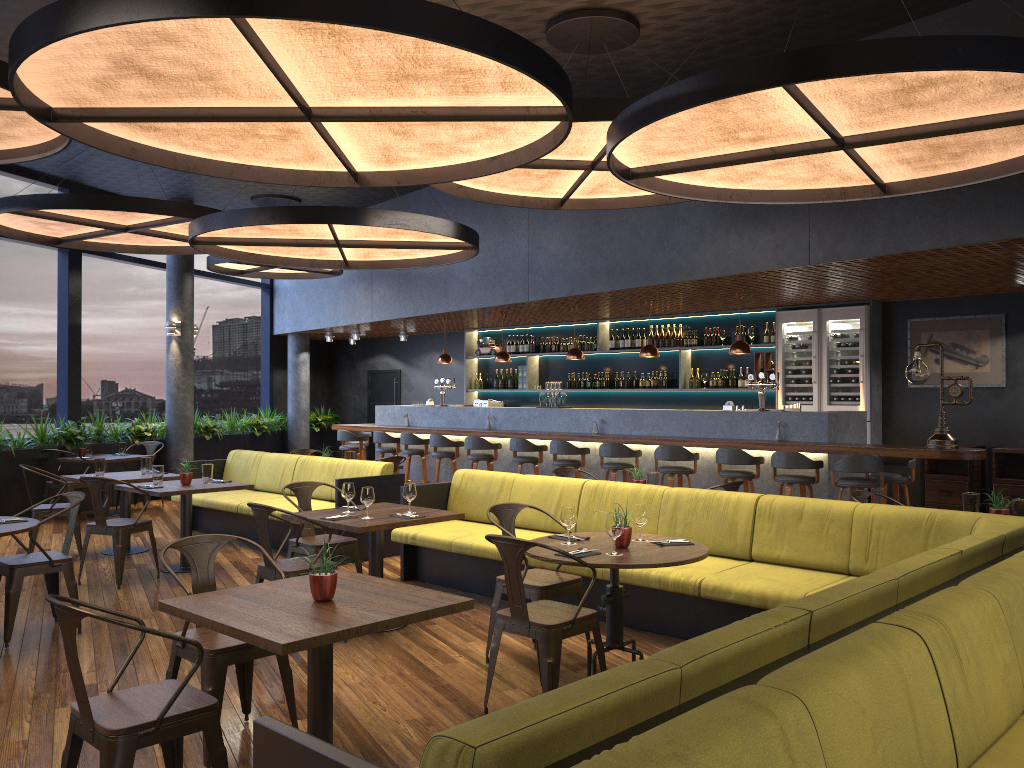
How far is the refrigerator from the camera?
10.5m

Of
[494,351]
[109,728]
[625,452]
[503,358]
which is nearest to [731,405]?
[625,452]

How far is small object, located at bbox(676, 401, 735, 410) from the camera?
9.9m

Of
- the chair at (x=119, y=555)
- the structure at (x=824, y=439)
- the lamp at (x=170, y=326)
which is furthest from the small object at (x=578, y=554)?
the lamp at (x=170, y=326)

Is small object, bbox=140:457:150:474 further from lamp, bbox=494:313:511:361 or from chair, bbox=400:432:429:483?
lamp, bbox=494:313:511:361

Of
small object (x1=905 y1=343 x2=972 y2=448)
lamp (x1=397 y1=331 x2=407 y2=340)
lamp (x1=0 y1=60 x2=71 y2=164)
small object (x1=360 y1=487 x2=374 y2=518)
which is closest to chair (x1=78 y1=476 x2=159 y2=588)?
lamp (x1=0 y1=60 x2=71 y2=164)

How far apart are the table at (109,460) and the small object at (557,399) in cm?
567

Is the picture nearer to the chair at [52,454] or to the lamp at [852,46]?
the lamp at [852,46]

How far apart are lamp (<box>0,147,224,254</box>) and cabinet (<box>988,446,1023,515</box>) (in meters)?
8.60

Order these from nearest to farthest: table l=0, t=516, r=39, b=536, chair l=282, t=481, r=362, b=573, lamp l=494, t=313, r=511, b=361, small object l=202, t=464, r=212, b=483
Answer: table l=0, t=516, r=39, b=536 → chair l=282, t=481, r=362, b=573 → small object l=202, t=464, r=212, b=483 → lamp l=494, t=313, r=511, b=361
